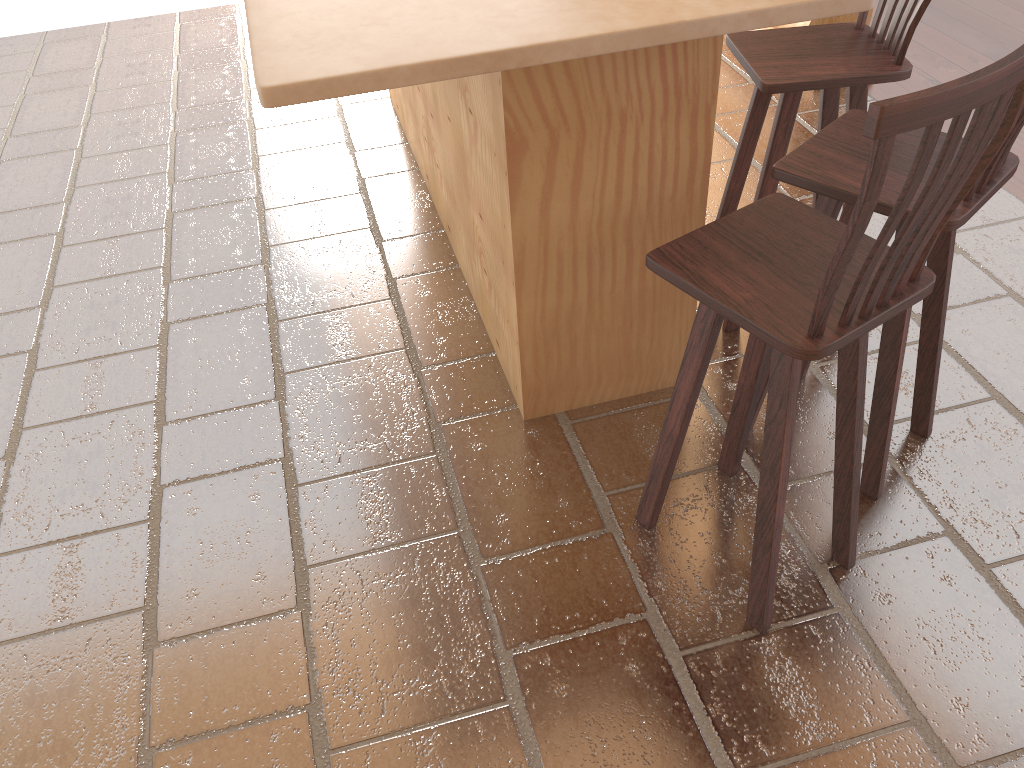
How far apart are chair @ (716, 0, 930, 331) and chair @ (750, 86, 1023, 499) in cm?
21

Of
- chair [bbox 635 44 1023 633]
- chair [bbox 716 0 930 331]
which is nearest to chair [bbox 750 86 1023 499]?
chair [bbox 635 44 1023 633]

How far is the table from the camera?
1.6 meters

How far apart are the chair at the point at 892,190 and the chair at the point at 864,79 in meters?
0.2 m

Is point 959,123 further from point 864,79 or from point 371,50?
point 864,79

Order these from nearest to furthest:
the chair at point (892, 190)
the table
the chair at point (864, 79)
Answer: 1. the table
2. the chair at point (892, 190)
3. the chair at point (864, 79)

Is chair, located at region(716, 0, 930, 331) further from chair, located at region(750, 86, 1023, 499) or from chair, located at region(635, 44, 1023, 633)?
chair, located at region(635, 44, 1023, 633)

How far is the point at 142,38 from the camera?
5.4m

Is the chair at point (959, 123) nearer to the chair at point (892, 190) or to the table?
the chair at point (892, 190)

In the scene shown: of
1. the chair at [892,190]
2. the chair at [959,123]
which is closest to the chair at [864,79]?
the chair at [892,190]
